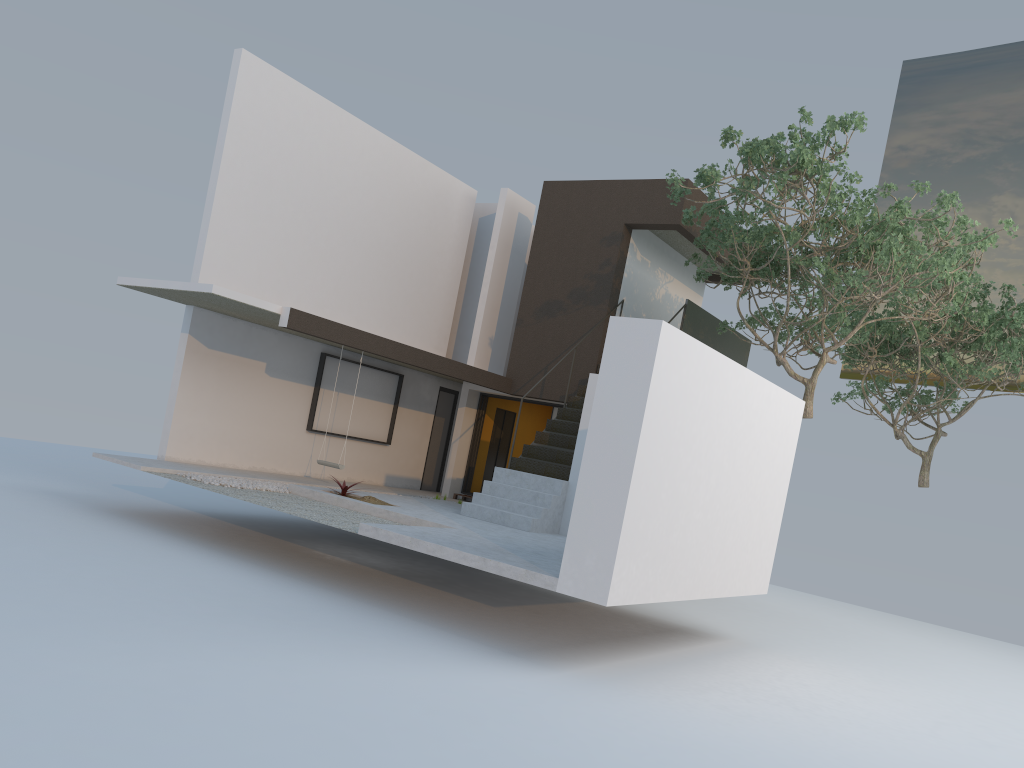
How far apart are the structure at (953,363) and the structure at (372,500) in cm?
1012

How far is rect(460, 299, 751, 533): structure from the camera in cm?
1167

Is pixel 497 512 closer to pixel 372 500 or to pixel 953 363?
pixel 372 500

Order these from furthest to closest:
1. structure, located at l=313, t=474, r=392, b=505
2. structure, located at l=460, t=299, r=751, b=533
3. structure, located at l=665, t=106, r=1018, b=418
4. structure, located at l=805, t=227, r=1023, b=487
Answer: structure, located at l=805, t=227, r=1023, b=487 < structure, located at l=460, t=299, r=751, b=533 < structure, located at l=313, t=474, r=392, b=505 < structure, located at l=665, t=106, r=1018, b=418

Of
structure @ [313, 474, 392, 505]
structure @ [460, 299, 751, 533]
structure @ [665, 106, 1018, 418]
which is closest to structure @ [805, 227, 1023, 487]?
structure @ [665, 106, 1018, 418]

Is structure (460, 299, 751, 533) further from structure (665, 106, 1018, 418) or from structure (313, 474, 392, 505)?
structure (313, 474, 392, 505)

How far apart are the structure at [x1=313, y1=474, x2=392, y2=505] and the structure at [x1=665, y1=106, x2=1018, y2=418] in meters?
5.5

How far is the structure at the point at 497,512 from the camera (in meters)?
11.67

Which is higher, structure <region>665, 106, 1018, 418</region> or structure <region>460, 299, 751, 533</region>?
structure <region>665, 106, 1018, 418</region>

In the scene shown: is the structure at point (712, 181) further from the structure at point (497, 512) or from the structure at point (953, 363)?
the structure at point (953, 363)
